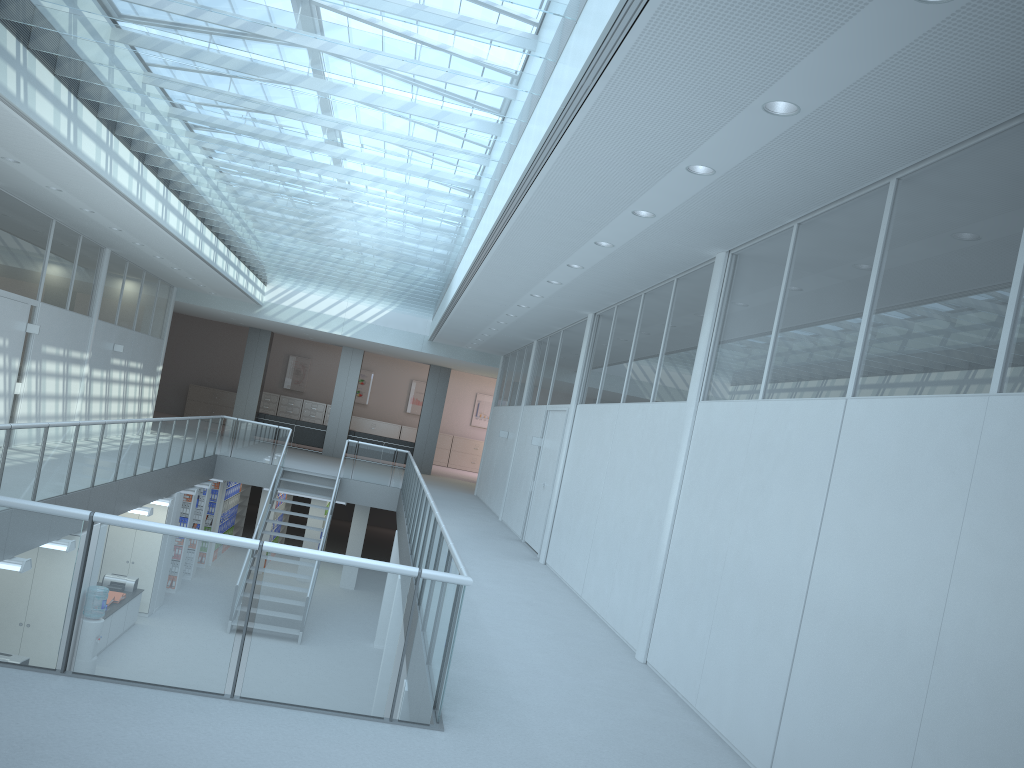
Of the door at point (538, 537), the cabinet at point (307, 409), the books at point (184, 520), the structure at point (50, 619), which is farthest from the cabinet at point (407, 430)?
the door at point (538, 537)

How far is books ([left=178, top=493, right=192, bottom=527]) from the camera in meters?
14.8 m

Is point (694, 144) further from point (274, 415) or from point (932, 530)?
point (274, 415)

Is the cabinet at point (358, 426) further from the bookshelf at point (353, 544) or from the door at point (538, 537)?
the door at point (538, 537)

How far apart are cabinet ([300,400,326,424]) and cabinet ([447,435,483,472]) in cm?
422

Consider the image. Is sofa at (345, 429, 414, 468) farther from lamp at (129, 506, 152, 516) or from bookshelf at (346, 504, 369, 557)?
lamp at (129, 506, 152, 516)

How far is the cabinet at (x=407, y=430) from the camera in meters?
27.9

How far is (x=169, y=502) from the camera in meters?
12.7 m

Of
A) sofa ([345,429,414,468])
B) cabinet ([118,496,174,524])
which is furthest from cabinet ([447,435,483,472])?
cabinet ([118,496,174,524])

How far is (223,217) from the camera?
11.89m
